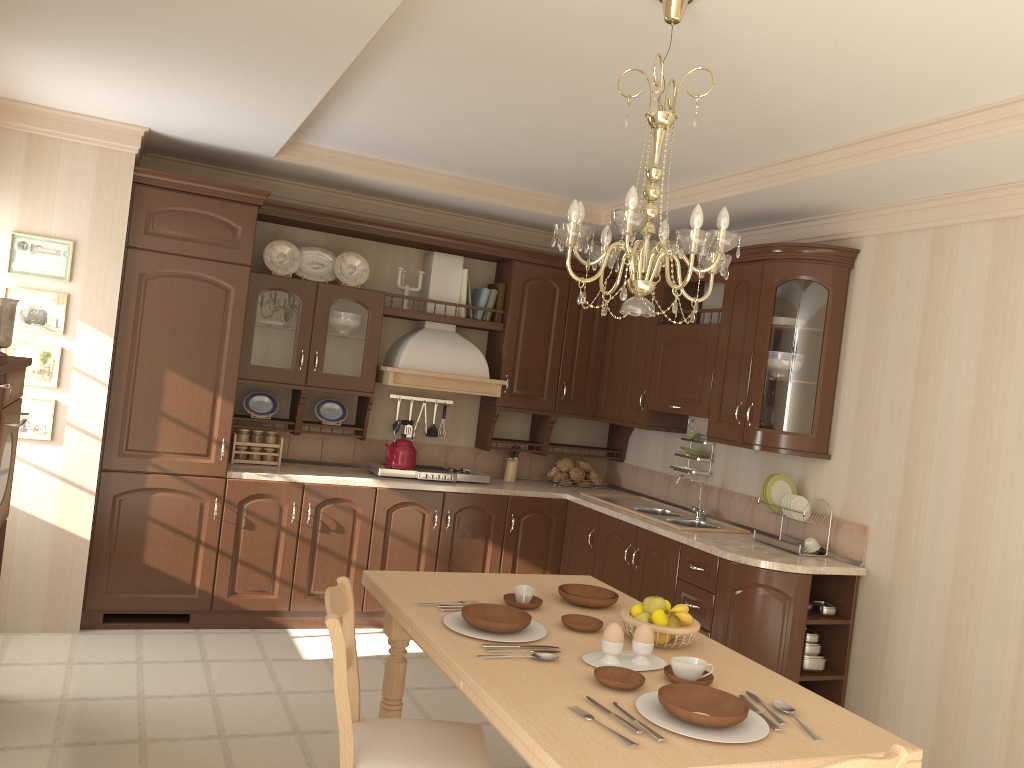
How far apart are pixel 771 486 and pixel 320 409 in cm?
261

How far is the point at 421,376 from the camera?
5.23m

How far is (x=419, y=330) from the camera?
5.4m

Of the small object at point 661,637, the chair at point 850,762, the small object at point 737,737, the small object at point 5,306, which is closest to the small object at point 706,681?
the small object at point 737,737

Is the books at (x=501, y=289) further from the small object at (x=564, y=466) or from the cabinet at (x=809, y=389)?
the small object at (x=564, y=466)

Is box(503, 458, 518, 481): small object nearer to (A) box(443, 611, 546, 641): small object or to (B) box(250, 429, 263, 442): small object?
(B) box(250, 429, 263, 442): small object

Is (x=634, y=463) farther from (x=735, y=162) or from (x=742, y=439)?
(x=735, y=162)

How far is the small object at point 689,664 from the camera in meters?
2.2 m

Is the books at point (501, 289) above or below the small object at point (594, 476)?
above

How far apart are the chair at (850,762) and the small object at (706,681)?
0.5 meters
